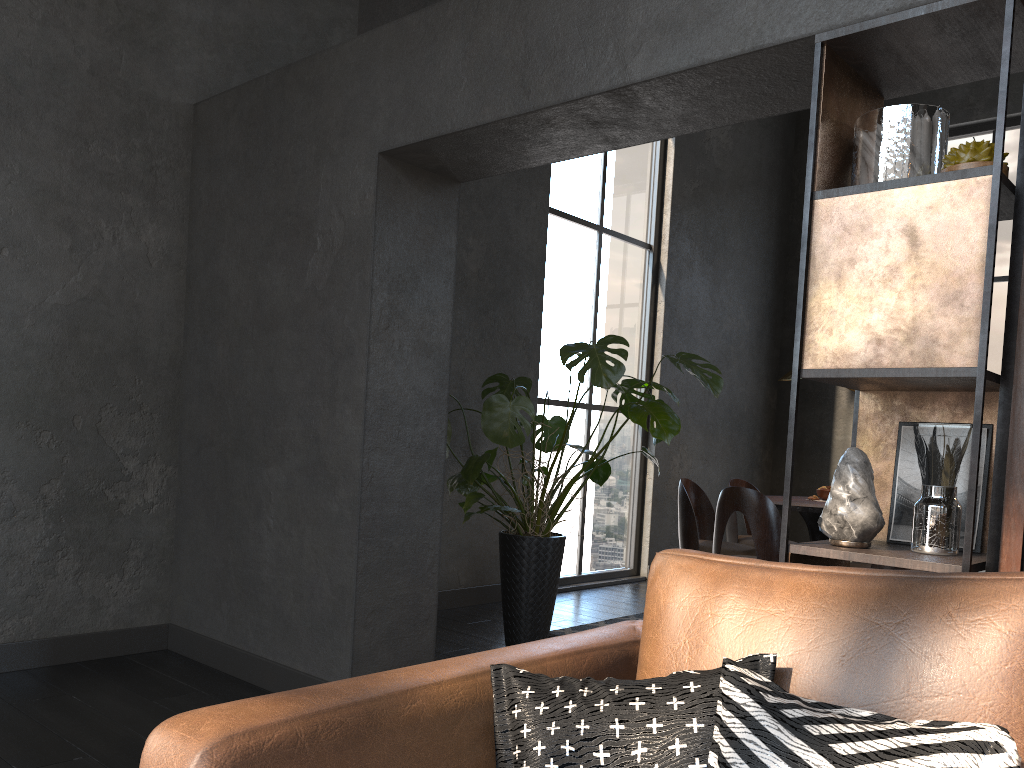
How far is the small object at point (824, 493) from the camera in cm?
545

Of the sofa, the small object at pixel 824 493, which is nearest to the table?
the small object at pixel 824 493

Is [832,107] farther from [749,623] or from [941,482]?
[749,623]

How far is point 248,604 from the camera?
3.6m

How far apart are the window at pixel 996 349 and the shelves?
6.0 meters

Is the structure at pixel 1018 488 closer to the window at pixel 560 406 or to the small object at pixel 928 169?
the small object at pixel 928 169

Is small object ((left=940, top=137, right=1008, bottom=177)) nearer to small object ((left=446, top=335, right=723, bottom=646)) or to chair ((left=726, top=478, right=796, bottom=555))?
small object ((left=446, top=335, right=723, bottom=646))

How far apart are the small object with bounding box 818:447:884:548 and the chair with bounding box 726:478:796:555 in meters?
3.7

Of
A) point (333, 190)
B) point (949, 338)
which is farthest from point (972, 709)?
point (333, 190)

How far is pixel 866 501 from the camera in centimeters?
206cm
